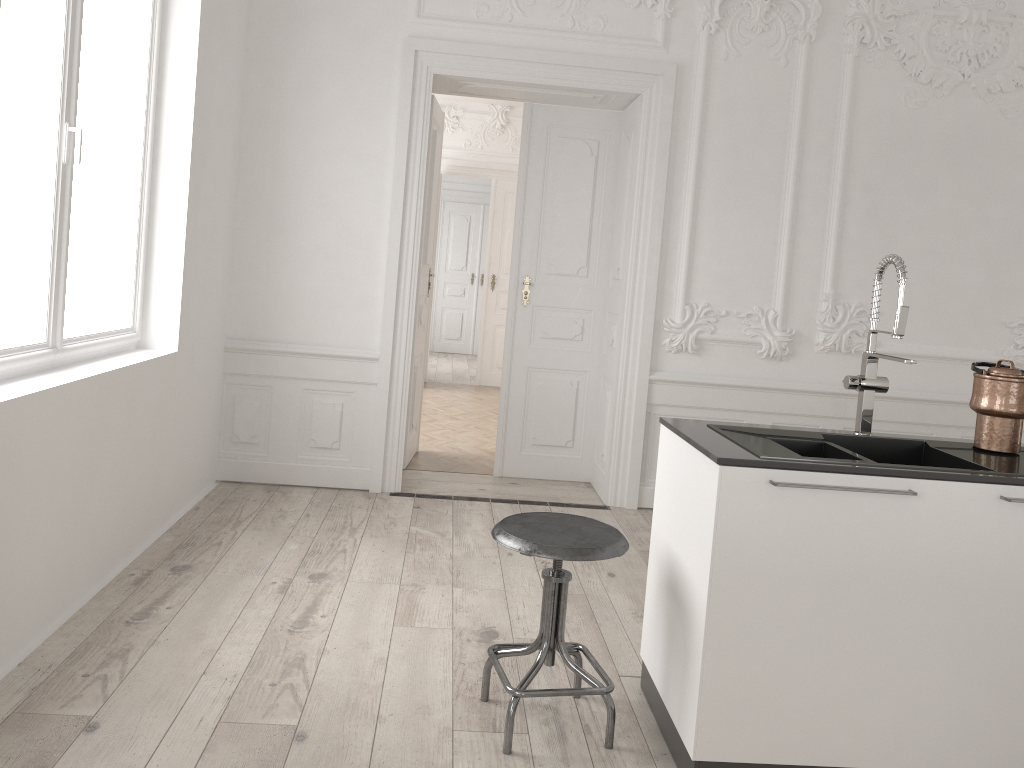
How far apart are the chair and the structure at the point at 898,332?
0.9 meters

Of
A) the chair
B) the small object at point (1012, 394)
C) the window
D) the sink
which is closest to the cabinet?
the sink

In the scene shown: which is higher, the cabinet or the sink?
the sink

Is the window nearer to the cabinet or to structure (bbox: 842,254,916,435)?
the cabinet

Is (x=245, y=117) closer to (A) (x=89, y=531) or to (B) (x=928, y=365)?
(A) (x=89, y=531)

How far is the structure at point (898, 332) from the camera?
2.65m

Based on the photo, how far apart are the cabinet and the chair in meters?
0.2 m

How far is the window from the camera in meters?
3.1

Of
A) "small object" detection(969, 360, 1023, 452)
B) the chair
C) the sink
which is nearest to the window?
the chair

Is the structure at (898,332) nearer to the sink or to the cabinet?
the sink
